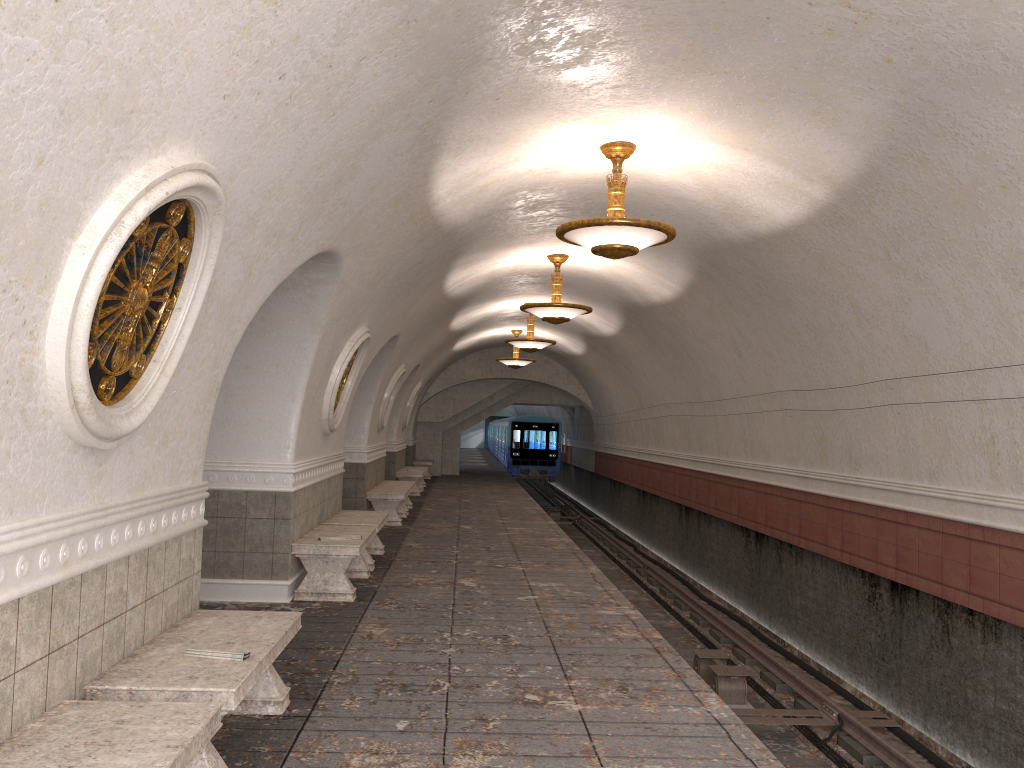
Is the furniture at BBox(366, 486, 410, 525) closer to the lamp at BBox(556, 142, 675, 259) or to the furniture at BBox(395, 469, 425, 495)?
the furniture at BBox(395, 469, 425, 495)

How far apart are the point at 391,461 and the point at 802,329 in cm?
1203

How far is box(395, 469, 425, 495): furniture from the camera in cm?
1986

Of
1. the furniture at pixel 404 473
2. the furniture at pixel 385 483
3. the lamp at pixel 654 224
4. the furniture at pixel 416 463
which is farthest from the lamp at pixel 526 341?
the furniture at pixel 416 463

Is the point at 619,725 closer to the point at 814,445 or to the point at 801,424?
the point at 814,445

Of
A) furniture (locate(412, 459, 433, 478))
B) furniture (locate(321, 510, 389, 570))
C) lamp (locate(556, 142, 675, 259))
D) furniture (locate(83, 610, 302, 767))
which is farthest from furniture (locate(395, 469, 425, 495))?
furniture (locate(83, 610, 302, 767))

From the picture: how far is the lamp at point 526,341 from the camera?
16.7m

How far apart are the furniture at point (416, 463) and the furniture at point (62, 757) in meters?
22.8 m

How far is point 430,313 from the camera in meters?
13.5 m

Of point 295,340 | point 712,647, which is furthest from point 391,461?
point 295,340
